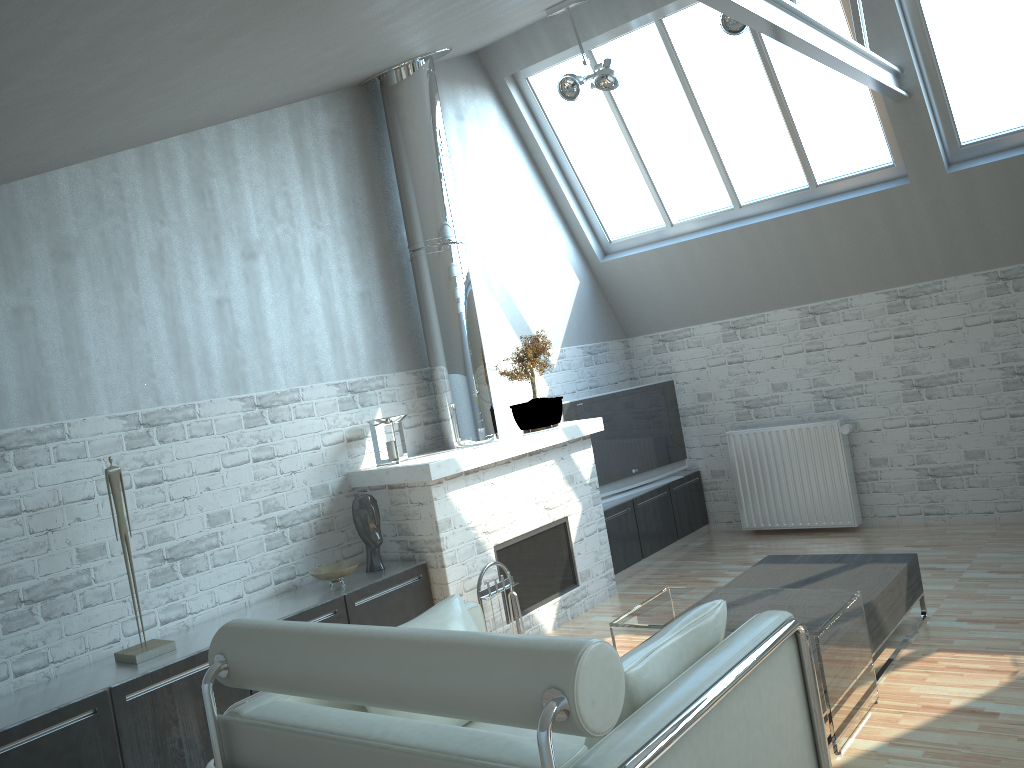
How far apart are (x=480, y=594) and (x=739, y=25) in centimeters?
675cm

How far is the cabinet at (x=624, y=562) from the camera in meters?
12.2

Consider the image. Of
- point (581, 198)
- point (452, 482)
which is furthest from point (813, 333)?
point (452, 482)

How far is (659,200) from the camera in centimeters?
1311cm

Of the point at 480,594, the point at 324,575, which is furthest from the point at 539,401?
the point at 324,575

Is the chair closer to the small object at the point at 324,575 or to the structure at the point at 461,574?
the small object at the point at 324,575

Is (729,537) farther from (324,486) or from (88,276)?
(88,276)

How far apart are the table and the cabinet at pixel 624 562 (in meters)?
4.06

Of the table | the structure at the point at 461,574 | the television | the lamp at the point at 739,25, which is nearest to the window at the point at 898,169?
the lamp at the point at 739,25

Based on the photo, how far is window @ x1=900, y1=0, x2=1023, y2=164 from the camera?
10.2 meters
